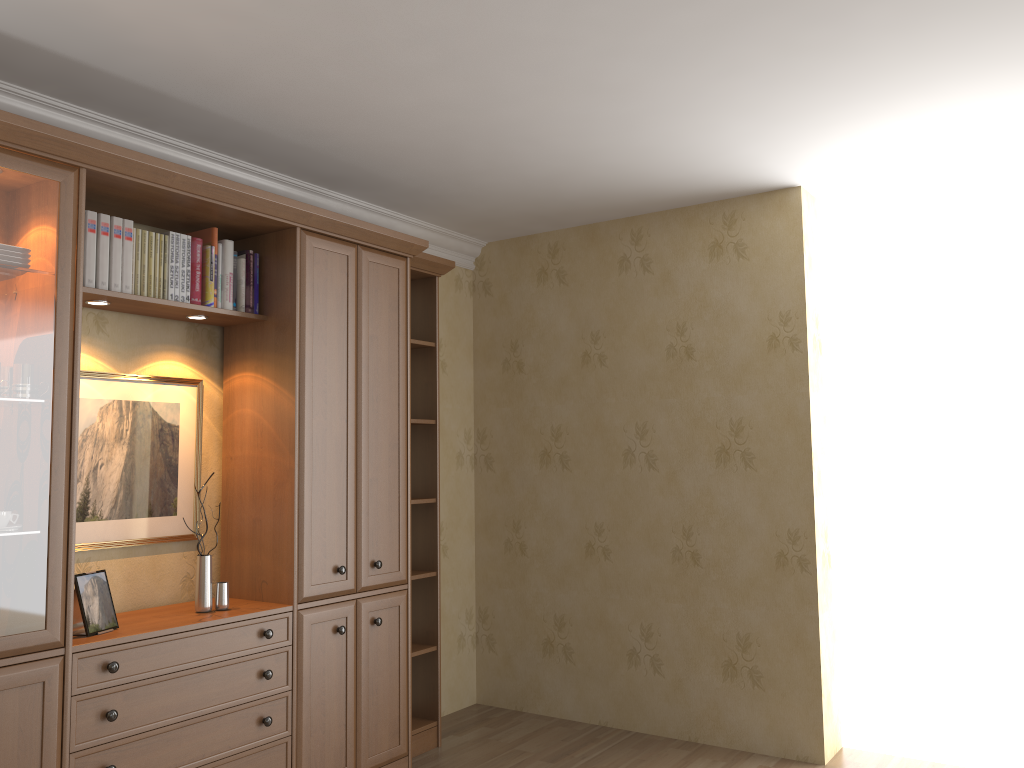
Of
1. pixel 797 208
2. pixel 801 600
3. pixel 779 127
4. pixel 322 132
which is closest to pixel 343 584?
pixel 322 132

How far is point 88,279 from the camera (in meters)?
2.92

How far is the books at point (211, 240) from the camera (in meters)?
3.35

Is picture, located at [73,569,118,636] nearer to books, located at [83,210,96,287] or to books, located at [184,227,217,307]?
books, located at [83,210,96,287]

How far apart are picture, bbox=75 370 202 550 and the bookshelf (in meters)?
0.11

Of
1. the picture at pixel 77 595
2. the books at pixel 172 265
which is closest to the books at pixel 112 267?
the books at pixel 172 265

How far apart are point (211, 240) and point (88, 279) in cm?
54

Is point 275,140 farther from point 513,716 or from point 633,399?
point 513,716

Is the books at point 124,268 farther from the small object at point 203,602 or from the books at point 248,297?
the small object at point 203,602

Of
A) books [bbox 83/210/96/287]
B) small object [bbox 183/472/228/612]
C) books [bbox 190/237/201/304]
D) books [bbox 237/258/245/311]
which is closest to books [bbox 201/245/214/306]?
books [bbox 190/237/201/304]
